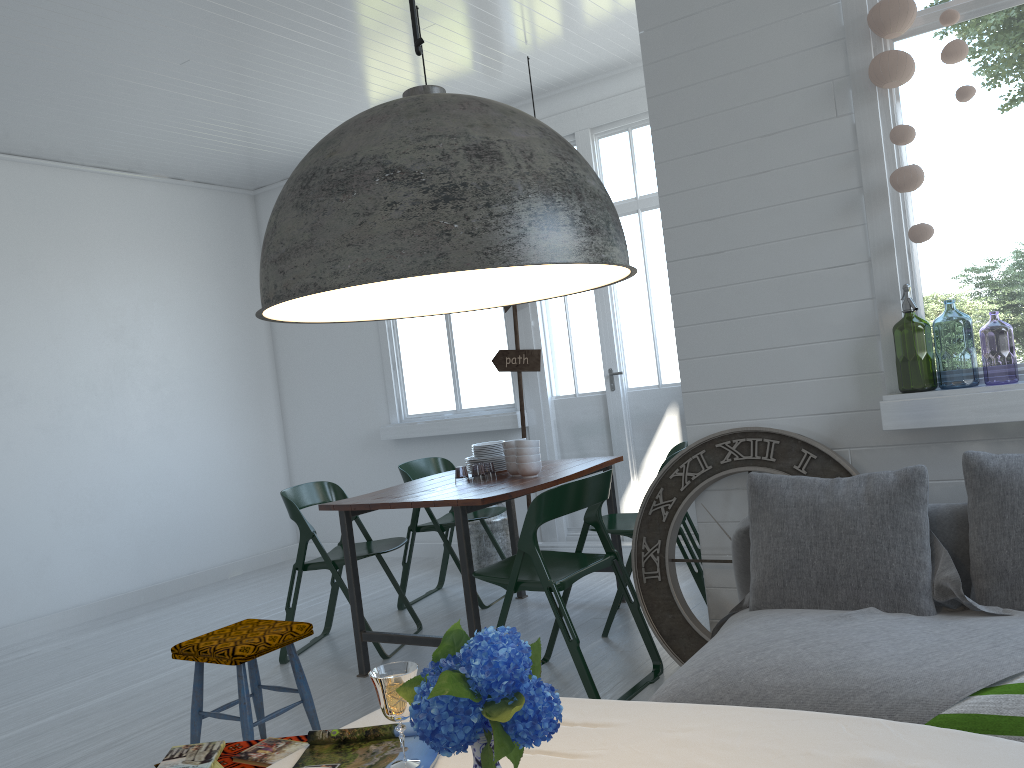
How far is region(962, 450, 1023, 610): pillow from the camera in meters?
2.8 m

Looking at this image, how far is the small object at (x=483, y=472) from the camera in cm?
1134

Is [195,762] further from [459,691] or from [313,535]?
[313,535]

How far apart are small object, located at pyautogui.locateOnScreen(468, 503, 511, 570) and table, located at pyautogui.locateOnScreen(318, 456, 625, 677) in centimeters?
79cm

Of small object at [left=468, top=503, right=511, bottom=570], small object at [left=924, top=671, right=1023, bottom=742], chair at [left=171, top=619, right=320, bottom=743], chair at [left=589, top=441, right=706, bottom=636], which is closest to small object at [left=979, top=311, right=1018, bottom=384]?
chair at [left=589, top=441, right=706, bottom=636]

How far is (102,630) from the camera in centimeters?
656cm

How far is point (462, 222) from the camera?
1.14m

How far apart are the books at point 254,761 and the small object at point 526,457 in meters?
2.6 m

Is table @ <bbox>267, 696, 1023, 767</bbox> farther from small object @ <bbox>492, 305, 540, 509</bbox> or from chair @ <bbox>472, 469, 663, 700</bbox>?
small object @ <bbox>492, 305, 540, 509</bbox>

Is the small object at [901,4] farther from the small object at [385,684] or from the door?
the door
